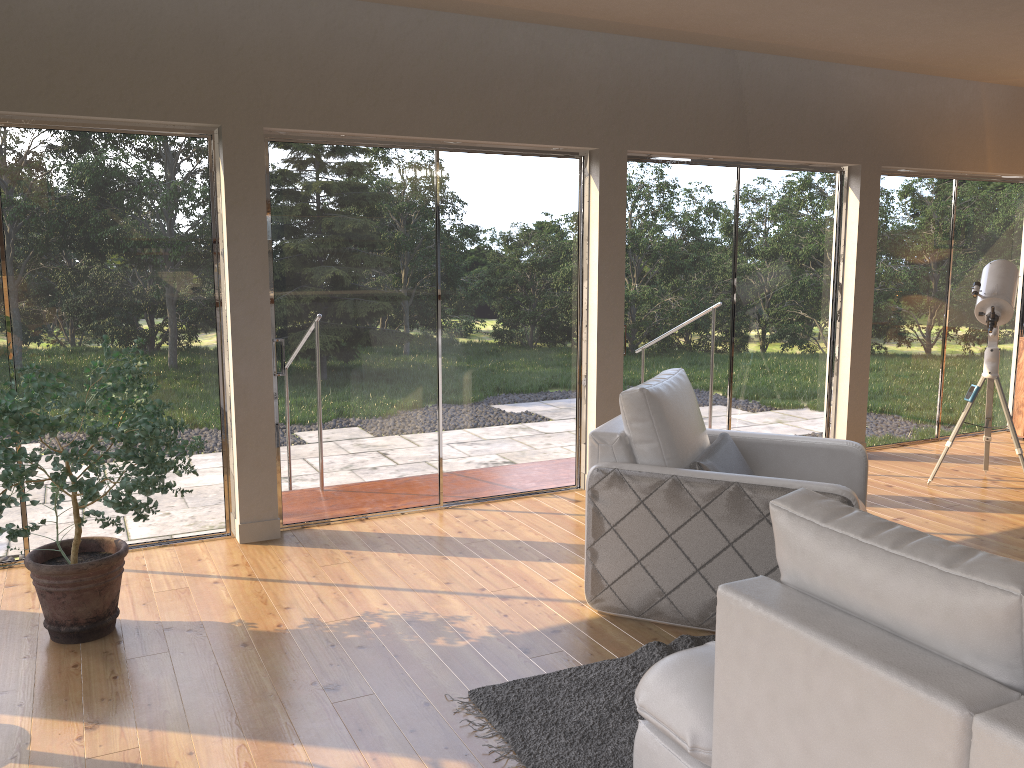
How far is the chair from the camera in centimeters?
343cm

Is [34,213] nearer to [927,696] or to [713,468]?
[713,468]

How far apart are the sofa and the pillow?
1.28m

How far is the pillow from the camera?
3.7 meters

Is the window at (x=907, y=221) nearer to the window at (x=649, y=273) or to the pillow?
the window at (x=649, y=273)

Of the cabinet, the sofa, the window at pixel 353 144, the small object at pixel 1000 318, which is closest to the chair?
the sofa

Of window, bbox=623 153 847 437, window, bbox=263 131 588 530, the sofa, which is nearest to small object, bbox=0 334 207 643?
window, bbox=263 131 588 530

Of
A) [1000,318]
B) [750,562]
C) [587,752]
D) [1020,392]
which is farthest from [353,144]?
[1020,392]

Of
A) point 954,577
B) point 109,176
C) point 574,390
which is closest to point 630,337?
point 574,390

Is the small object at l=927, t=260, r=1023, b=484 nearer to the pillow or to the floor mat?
the pillow
